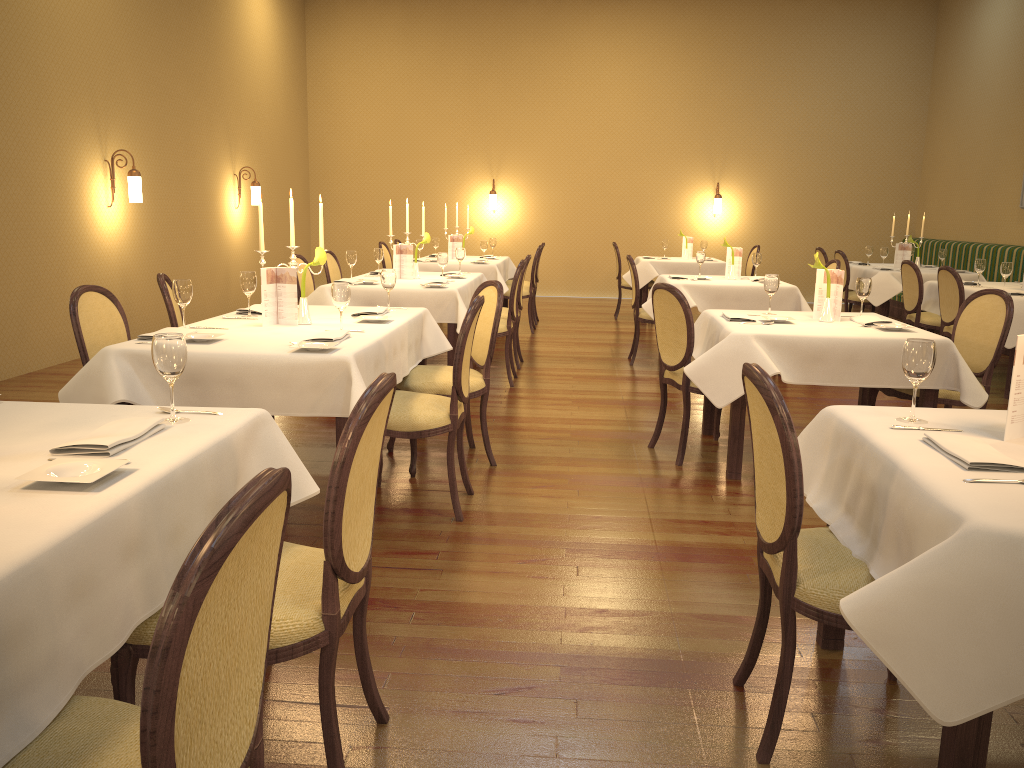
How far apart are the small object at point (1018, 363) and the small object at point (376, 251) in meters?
5.8 m

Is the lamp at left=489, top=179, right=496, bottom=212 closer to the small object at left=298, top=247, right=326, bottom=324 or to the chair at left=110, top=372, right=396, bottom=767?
the small object at left=298, top=247, right=326, bottom=324

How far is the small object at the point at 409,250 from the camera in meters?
7.1 m

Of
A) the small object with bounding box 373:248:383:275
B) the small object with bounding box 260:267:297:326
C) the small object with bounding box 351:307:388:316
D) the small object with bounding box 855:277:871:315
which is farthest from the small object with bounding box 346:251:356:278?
the small object with bounding box 855:277:871:315

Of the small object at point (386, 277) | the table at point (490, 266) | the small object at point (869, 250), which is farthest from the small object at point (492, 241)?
the small object at point (386, 277)

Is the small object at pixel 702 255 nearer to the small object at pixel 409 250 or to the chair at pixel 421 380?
the small object at pixel 409 250

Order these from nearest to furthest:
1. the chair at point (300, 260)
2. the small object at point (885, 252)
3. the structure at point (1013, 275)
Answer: the chair at point (300, 260) < the small object at point (885, 252) < the structure at point (1013, 275)

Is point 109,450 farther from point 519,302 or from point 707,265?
point 707,265

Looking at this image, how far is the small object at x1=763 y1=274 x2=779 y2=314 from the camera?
5.0 meters

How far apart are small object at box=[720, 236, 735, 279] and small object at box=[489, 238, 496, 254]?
3.8m
